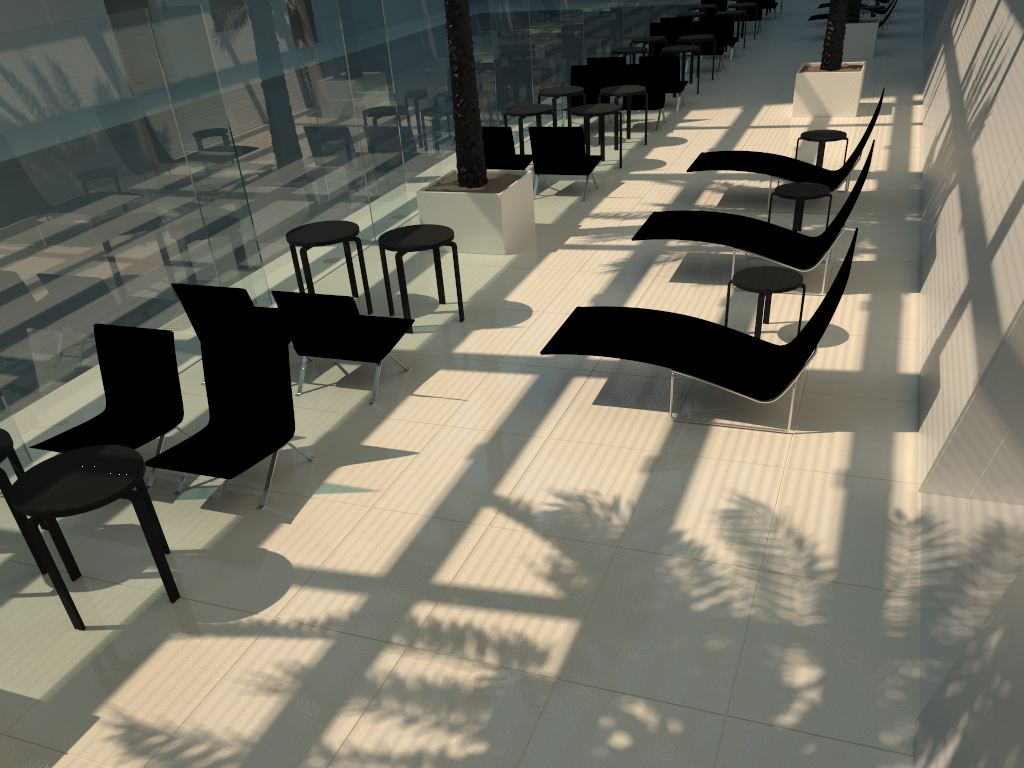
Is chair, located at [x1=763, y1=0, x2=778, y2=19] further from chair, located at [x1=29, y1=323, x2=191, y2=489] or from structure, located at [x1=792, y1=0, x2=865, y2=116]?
chair, located at [x1=29, y1=323, x2=191, y2=489]

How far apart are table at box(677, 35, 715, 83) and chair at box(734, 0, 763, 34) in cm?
755

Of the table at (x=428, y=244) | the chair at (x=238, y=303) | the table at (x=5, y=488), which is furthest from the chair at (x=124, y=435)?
the table at (x=428, y=244)

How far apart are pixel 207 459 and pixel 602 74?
12.1m

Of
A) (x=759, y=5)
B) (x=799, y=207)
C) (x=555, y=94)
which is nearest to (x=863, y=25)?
(x=759, y=5)

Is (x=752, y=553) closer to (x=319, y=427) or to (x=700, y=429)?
(x=700, y=429)

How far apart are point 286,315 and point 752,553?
4.0m

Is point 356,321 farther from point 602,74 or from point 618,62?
point 618,62

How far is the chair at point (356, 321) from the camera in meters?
6.7

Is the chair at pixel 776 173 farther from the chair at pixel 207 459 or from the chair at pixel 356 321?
the chair at pixel 207 459
